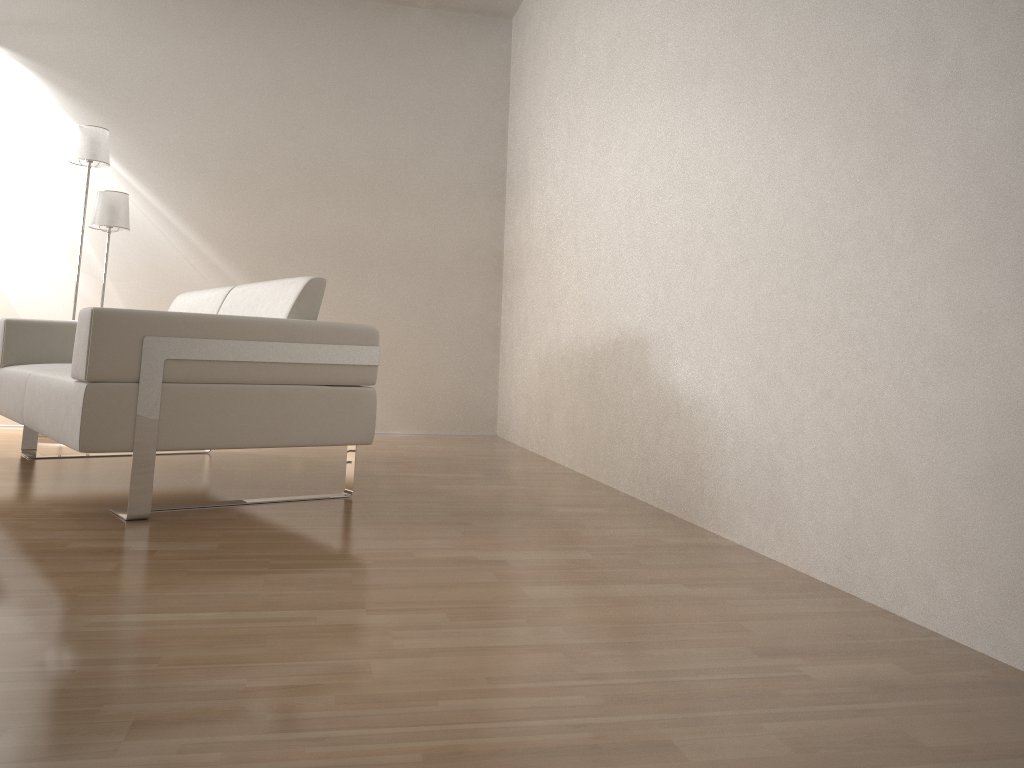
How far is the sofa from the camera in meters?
2.4

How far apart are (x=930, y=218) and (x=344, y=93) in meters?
4.5 m

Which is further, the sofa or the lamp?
the lamp

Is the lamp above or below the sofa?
above

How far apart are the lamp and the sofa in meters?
0.9 m

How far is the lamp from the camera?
4.59m

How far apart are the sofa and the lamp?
0.94m

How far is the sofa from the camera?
2.4 meters
